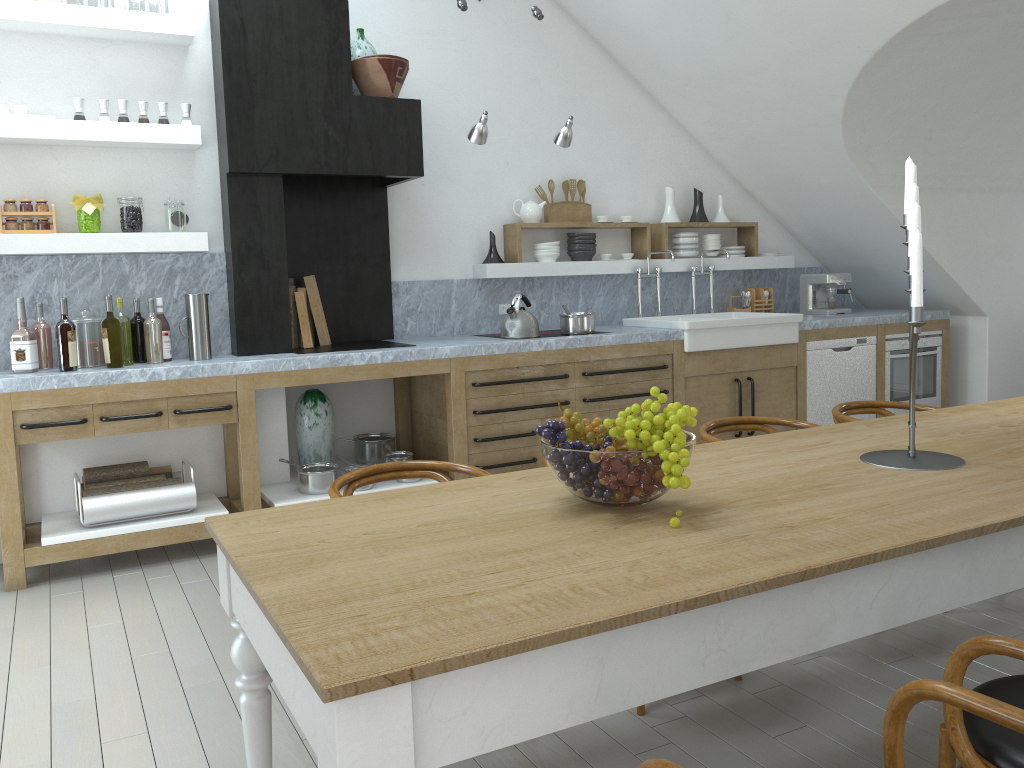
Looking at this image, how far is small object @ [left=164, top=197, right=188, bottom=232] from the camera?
4.48m

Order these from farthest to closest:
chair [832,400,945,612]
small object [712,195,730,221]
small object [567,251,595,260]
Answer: small object [712,195,730,221], small object [567,251,595,260], chair [832,400,945,612]

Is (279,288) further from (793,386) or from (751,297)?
(751,297)

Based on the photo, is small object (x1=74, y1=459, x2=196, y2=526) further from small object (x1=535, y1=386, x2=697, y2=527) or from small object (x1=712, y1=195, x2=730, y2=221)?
small object (x1=712, y1=195, x2=730, y2=221)

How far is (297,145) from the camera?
4.7 meters

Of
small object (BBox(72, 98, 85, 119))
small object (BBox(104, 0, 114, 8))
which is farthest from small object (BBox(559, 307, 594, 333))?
small object (BBox(104, 0, 114, 8))

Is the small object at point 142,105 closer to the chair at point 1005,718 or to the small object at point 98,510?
the small object at point 98,510

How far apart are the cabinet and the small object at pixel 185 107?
1.3 meters

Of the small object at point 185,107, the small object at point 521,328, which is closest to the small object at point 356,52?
the small object at point 185,107

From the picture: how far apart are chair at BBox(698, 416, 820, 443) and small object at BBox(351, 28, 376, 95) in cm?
313
